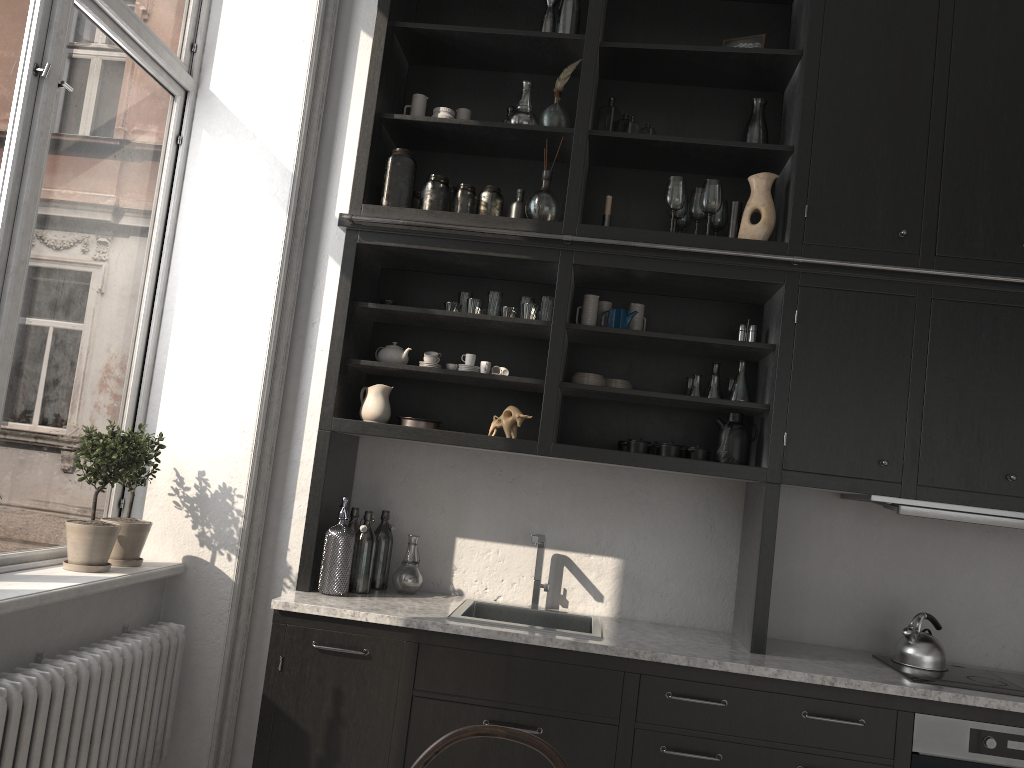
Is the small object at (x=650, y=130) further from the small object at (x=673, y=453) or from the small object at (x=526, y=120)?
the small object at (x=673, y=453)

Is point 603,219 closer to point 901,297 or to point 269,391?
point 901,297

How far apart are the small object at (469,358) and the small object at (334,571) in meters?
0.7 m

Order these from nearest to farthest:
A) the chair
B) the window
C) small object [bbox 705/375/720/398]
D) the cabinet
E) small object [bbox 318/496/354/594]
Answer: the chair, the window, the cabinet, small object [bbox 318/496/354/594], small object [bbox 705/375/720/398]

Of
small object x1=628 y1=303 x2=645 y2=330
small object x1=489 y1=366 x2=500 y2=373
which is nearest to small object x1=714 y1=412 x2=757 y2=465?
small object x1=628 y1=303 x2=645 y2=330

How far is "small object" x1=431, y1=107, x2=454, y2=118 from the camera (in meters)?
3.50

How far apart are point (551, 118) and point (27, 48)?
1.8 meters

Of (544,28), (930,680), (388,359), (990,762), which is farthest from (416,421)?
(990,762)

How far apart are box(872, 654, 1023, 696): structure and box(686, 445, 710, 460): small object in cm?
94

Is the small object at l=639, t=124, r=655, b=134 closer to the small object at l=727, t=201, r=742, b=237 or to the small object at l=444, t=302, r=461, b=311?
the small object at l=727, t=201, r=742, b=237
